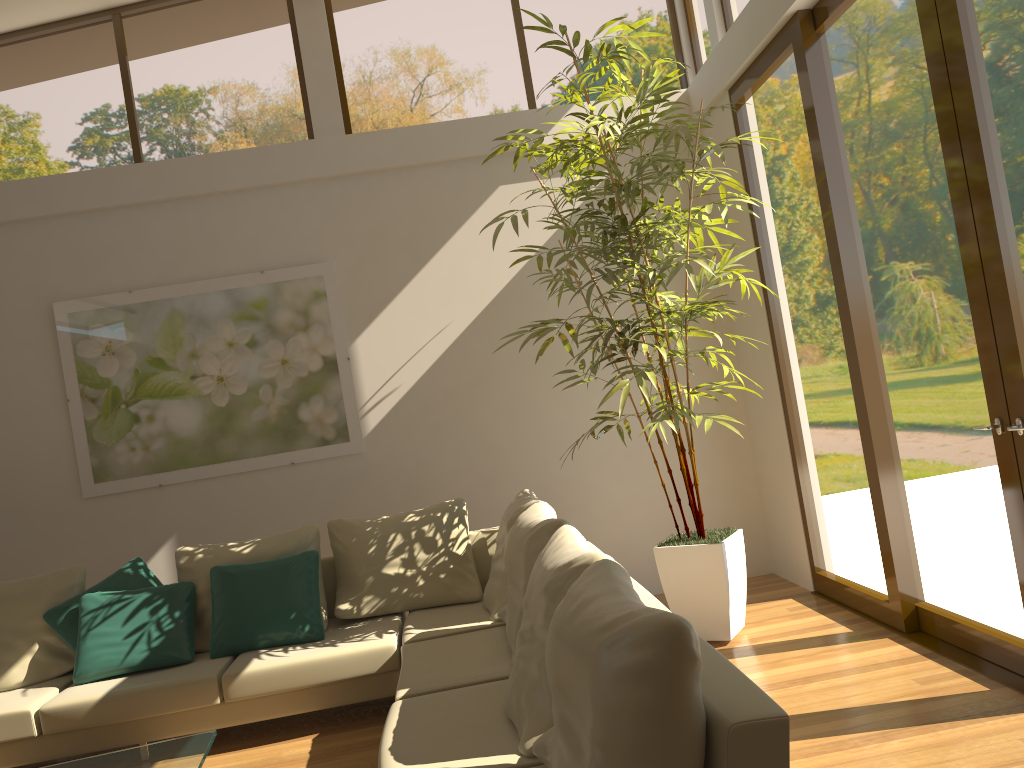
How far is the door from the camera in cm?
328

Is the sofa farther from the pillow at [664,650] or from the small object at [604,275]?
the small object at [604,275]

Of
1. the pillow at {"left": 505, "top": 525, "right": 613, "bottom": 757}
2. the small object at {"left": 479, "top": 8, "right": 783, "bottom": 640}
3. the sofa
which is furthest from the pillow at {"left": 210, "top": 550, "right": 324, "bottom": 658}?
the pillow at {"left": 505, "top": 525, "right": 613, "bottom": 757}

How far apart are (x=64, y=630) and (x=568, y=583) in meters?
3.3 m

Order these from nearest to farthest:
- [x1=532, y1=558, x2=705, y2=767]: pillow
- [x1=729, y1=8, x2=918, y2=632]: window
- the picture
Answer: [x1=532, y1=558, x2=705, y2=767]: pillow
[x1=729, y1=8, x2=918, y2=632]: window
the picture

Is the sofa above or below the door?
below

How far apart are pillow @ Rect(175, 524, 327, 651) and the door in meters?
3.1 m

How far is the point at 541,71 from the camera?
6.1m

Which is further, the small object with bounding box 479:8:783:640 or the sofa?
the small object with bounding box 479:8:783:640

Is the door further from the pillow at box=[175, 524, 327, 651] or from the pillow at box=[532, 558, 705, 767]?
the pillow at box=[175, 524, 327, 651]
